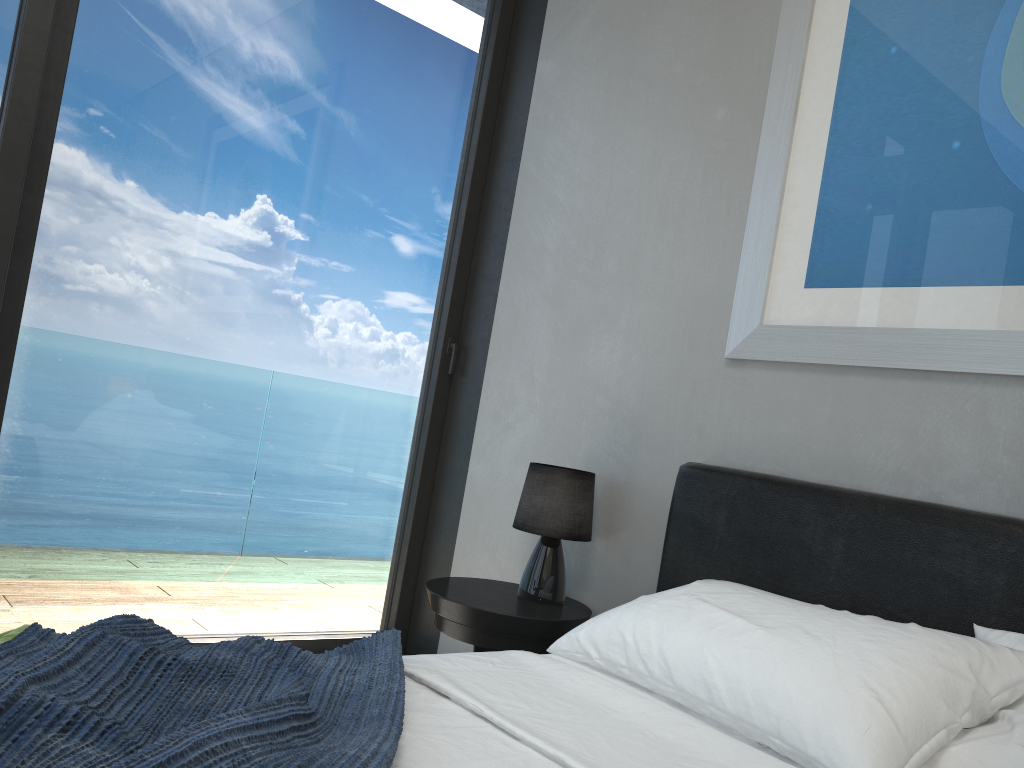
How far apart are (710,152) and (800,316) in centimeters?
63cm

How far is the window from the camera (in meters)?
2.55

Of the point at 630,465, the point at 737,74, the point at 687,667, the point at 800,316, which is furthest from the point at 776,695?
the point at 737,74

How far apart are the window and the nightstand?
0.50m

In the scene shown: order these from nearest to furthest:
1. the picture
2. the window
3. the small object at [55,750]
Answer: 1. the small object at [55,750]
2. the picture
3. the window

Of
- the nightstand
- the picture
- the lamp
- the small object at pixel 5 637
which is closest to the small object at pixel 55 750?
the small object at pixel 5 637

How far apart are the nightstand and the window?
0.5 meters

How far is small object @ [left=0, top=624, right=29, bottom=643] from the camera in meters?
1.3

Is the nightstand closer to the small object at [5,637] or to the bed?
the bed

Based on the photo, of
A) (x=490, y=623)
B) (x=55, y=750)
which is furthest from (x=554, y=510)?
(x=55, y=750)
